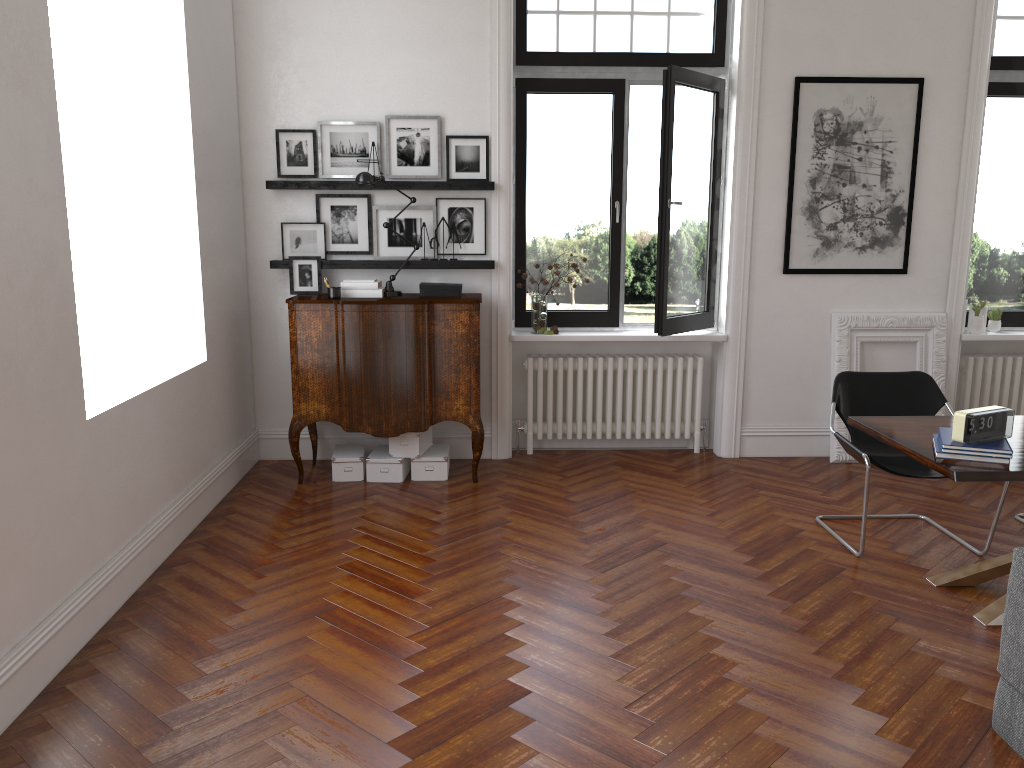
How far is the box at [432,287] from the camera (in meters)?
5.86

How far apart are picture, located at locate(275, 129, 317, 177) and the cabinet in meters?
0.9 m

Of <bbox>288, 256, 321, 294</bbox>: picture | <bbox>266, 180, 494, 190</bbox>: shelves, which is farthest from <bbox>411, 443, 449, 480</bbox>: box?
<bbox>266, 180, 494, 190</bbox>: shelves

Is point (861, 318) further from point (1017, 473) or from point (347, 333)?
point (347, 333)

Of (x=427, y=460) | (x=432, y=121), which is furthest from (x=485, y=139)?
(x=427, y=460)

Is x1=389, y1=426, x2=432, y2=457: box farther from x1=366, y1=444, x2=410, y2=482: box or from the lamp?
the lamp

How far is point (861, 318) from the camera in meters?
6.3

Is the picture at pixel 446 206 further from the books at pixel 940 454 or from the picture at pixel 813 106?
the books at pixel 940 454

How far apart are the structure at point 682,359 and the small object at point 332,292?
1.5m

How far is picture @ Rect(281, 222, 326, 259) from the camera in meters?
6.1 m
